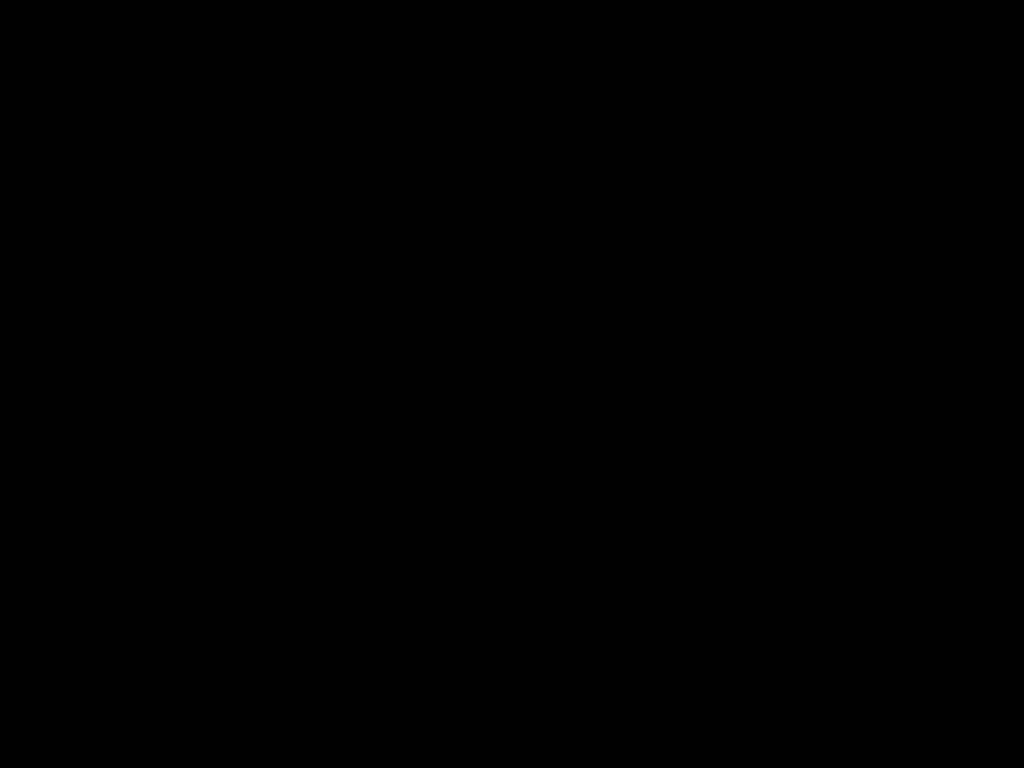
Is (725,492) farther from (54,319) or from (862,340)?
(54,319)

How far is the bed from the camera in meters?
0.9 m

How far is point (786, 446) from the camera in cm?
64

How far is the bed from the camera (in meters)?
0.87

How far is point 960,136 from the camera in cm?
87
